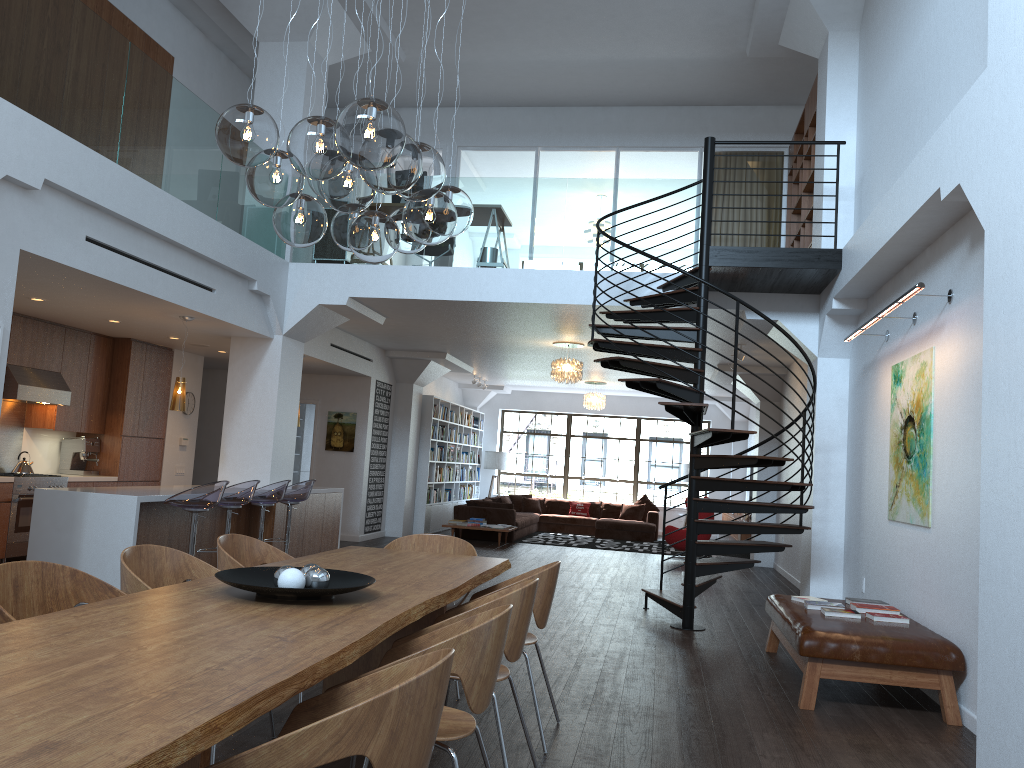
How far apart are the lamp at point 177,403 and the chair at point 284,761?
6.5 meters

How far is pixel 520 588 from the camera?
3.4 meters

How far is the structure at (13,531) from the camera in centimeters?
873cm

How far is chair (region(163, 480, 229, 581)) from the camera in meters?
7.0 m

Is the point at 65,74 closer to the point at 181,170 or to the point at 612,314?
the point at 181,170

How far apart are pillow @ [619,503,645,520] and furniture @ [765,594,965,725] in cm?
1127

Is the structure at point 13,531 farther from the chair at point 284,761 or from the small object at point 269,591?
the chair at point 284,761

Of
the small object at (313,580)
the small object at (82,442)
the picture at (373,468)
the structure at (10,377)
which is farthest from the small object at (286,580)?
the picture at (373,468)

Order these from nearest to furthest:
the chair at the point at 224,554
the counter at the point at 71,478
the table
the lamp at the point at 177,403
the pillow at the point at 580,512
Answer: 1. the table
2. the chair at the point at 224,554
3. the lamp at the point at 177,403
4. the counter at the point at 71,478
5. the pillow at the point at 580,512

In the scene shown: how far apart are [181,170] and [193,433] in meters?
5.2
